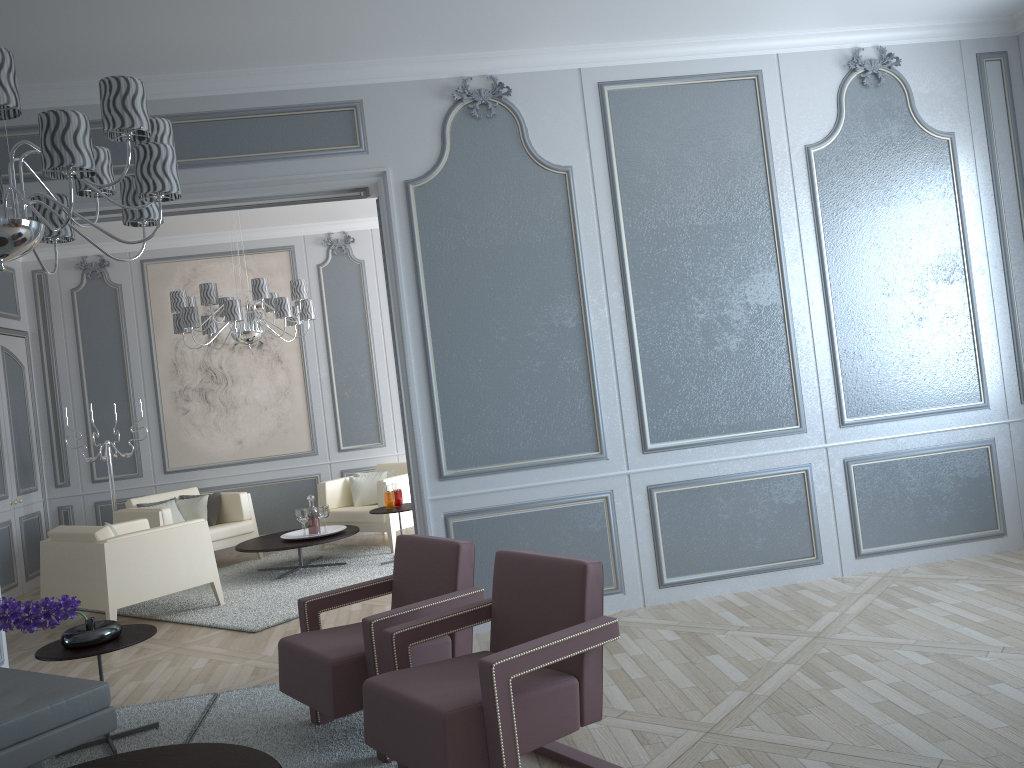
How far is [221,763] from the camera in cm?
239

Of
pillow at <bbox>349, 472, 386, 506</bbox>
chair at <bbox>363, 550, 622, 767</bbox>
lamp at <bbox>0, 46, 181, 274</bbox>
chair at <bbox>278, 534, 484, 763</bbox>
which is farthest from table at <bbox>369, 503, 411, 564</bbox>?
lamp at <bbox>0, 46, 181, 274</bbox>

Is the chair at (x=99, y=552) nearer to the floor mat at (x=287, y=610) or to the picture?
the floor mat at (x=287, y=610)

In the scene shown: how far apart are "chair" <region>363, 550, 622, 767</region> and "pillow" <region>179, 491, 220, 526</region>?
4.7 meters

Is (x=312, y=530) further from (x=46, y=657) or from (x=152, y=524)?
(x=46, y=657)

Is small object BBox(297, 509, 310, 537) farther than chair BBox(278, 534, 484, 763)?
Yes

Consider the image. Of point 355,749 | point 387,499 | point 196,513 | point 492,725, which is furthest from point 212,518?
point 492,725

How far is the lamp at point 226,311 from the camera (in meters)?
5.86

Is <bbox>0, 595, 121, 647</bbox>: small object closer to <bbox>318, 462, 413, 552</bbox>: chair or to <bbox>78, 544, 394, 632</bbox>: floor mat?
<bbox>78, 544, 394, 632</bbox>: floor mat

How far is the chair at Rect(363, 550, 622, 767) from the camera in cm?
226
